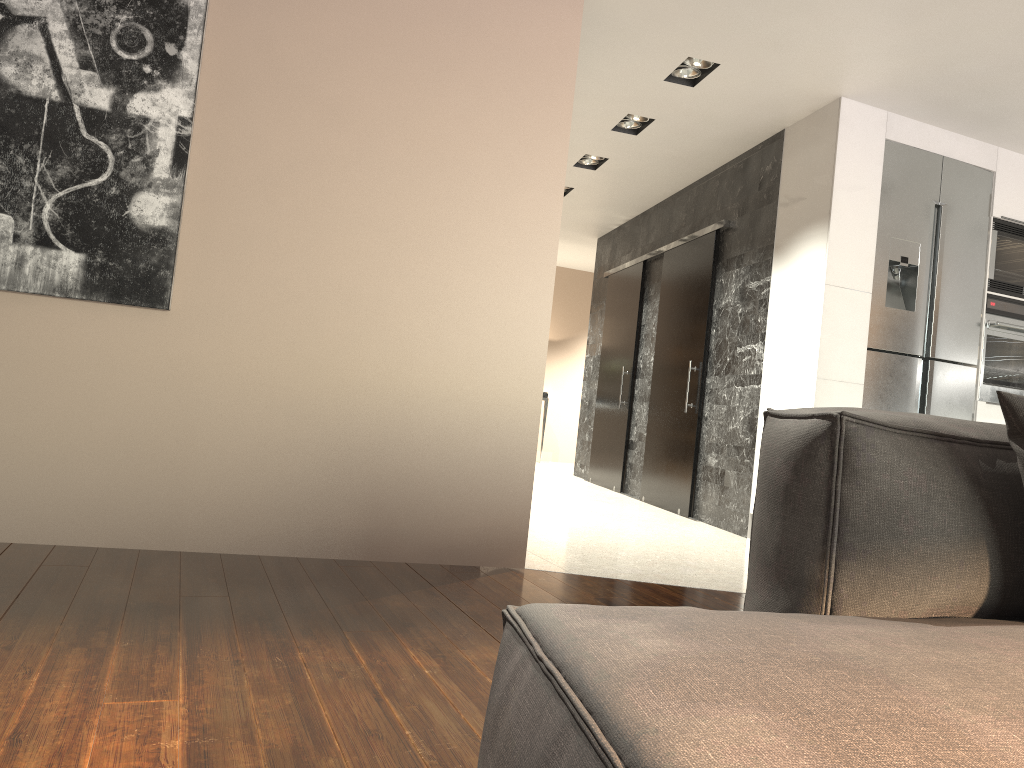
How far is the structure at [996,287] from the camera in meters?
5.1 m

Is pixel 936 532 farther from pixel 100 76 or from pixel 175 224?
pixel 100 76

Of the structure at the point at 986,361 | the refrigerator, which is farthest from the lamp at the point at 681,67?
the structure at the point at 986,361

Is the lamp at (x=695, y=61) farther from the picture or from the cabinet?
the picture

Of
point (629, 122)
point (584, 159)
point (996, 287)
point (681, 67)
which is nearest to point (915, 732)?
point (681, 67)

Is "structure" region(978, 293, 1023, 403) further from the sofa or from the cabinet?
the sofa

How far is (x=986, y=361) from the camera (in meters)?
5.07

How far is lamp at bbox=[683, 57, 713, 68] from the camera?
4.5m

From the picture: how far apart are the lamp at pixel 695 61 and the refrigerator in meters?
1.1

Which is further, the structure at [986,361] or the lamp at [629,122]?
the lamp at [629,122]
